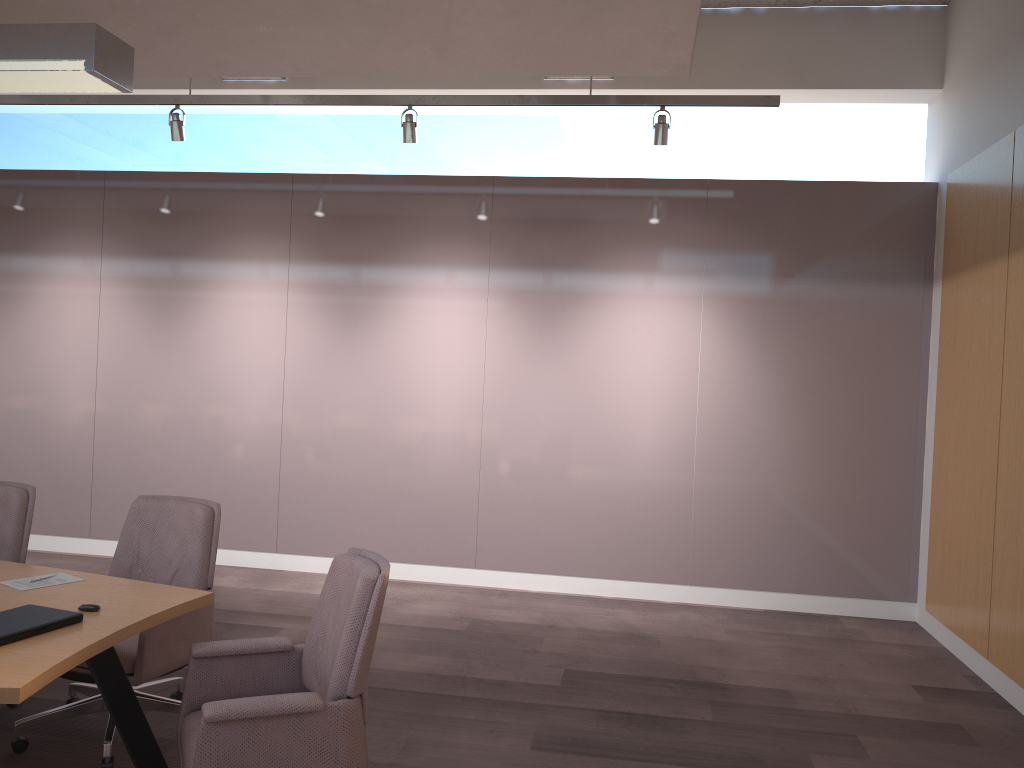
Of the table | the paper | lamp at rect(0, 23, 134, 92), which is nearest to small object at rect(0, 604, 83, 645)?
the table

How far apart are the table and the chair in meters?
0.1 m

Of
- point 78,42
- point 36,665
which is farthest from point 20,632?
point 78,42

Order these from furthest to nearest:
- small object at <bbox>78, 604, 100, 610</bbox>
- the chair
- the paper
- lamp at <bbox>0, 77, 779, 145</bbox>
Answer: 1. lamp at <bbox>0, 77, 779, 145</bbox>
2. the paper
3. small object at <bbox>78, 604, 100, 610</bbox>
4. the chair

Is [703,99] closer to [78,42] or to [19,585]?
[78,42]

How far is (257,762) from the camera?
2.5 meters

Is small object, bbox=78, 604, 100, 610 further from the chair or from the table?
the chair

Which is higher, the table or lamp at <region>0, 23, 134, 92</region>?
lamp at <region>0, 23, 134, 92</region>

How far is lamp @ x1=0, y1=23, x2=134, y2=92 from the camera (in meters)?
2.57

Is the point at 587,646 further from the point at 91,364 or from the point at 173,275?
the point at 91,364
